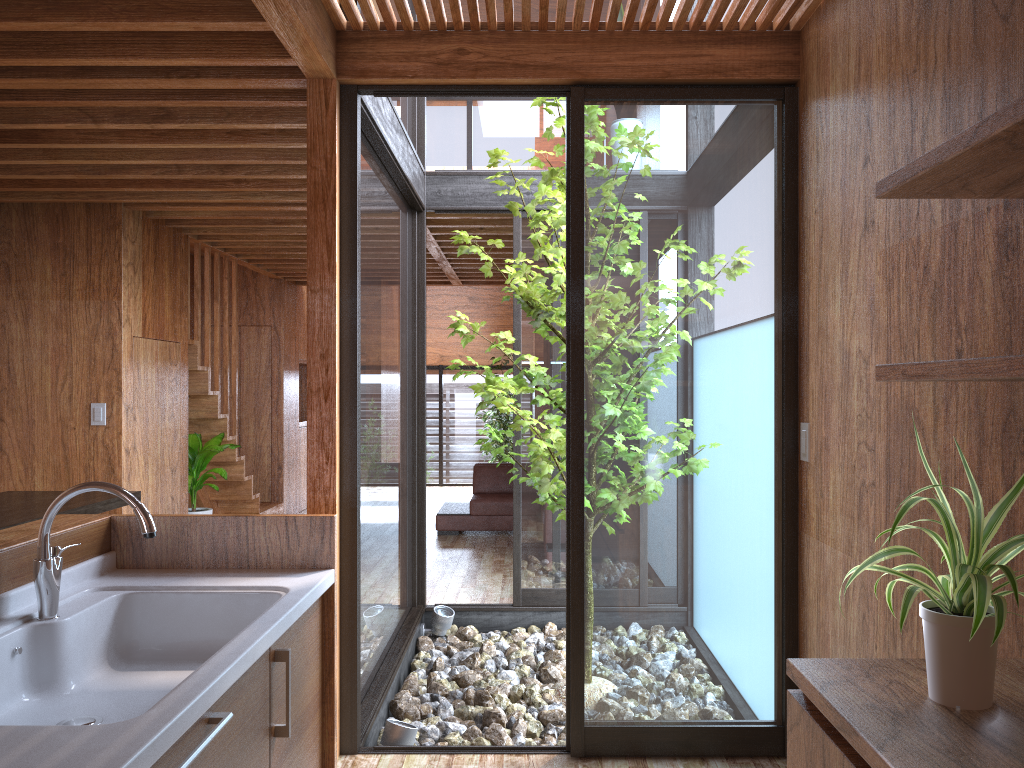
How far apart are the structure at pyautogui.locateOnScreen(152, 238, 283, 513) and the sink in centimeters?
418cm

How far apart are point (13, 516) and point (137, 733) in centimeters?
306cm

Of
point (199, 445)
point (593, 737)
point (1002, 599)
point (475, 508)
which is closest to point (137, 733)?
point (1002, 599)

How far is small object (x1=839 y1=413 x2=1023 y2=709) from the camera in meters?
1.3

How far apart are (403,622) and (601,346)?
2.3 meters

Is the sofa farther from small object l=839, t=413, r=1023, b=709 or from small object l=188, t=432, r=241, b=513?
small object l=839, t=413, r=1023, b=709

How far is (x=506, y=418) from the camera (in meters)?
10.76

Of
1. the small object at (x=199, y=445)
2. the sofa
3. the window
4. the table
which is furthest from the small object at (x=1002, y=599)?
the sofa

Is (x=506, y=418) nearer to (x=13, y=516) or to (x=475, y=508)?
(x=475, y=508)

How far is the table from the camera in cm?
375
